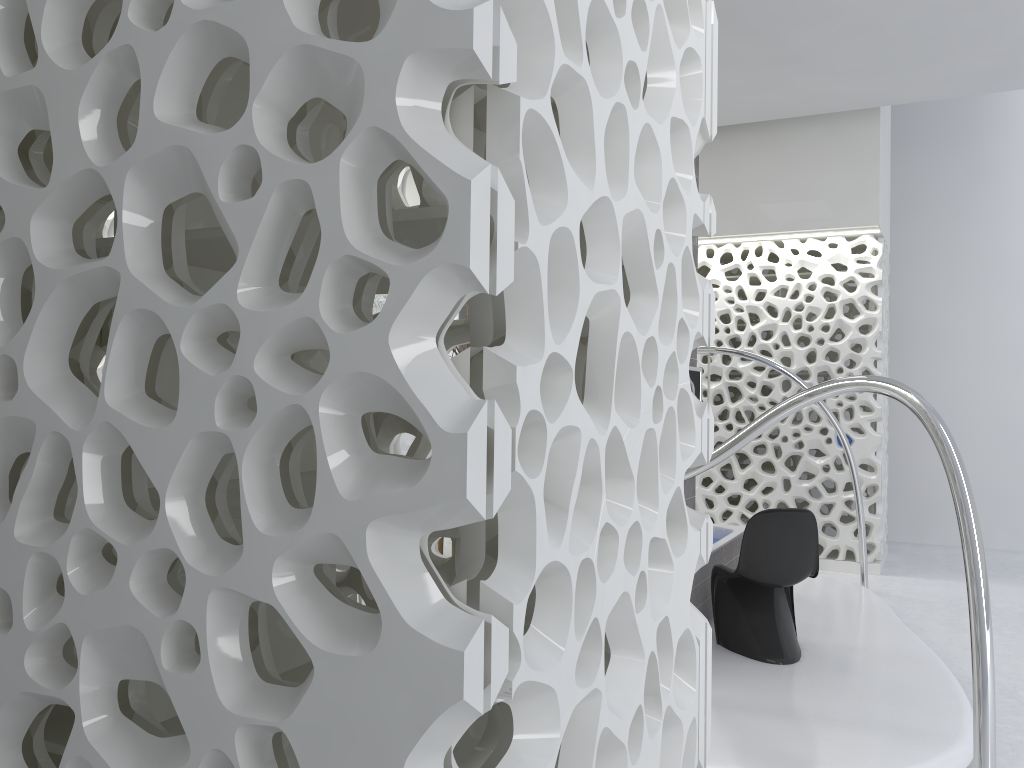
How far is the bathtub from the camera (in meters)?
5.32

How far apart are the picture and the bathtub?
1.1m

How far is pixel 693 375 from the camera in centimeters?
497cm

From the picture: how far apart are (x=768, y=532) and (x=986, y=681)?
2.2 meters

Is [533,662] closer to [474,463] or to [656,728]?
[474,463]

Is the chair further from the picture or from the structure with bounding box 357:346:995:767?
the structure with bounding box 357:346:995:767

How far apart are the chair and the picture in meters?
0.8

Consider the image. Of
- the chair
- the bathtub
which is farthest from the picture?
the bathtub

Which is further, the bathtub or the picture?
the bathtub

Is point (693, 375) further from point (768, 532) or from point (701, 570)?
point (701, 570)
